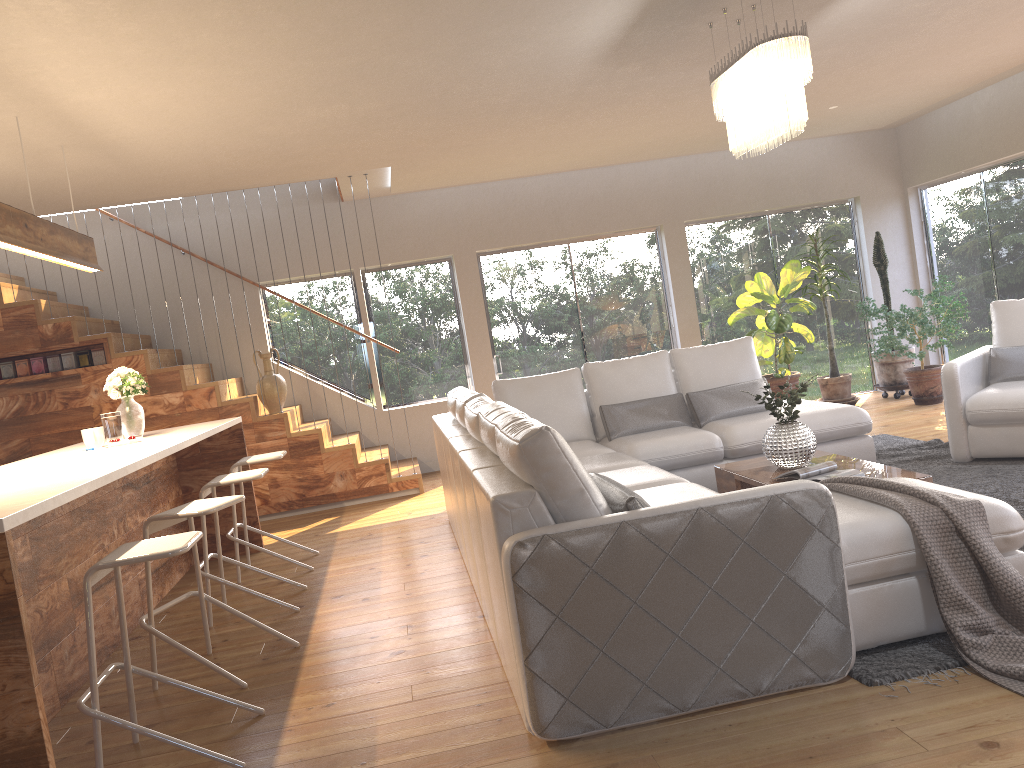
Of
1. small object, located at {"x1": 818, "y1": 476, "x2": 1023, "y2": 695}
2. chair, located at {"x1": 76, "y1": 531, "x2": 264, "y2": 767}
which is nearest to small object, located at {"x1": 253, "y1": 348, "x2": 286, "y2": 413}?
chair, located at {"x1": 76, "y1": 531, "x2": 264, "y2": 767}

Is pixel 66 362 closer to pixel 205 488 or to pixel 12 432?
pixel 12 432

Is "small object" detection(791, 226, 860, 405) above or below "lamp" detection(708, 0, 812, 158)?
below

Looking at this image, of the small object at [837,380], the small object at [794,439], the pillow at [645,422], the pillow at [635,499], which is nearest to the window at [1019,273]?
the small object at [837,380]

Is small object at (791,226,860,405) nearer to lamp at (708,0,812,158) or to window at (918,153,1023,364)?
window at (918,153,1023,364)

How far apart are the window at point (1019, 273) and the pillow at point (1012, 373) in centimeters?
299cm

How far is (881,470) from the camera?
4.4m

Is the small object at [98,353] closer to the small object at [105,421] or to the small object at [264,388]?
the small object at [264,388]

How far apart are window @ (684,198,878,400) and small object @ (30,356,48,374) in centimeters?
627cm

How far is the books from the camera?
4.3m
